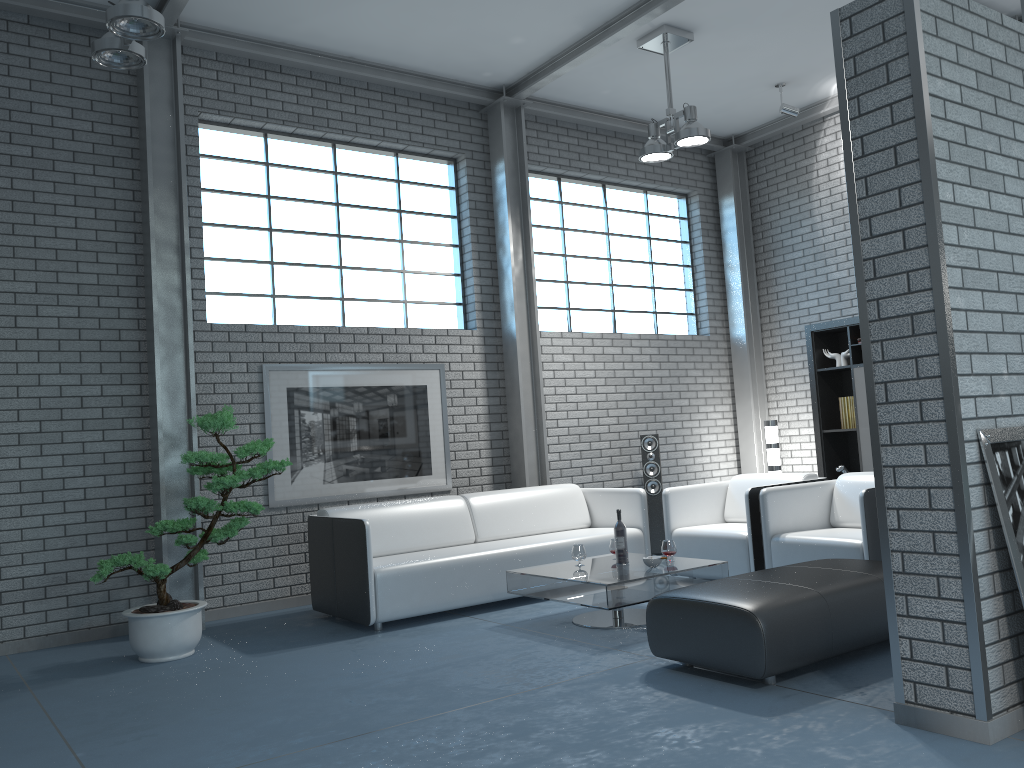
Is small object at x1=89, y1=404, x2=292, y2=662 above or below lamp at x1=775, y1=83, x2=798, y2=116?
below

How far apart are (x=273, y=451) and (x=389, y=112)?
2.9 meters

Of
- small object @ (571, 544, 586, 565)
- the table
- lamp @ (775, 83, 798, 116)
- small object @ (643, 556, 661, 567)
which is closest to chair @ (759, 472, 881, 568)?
the table

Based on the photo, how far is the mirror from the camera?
2.8m

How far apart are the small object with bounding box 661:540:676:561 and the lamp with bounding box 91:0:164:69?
3.78m

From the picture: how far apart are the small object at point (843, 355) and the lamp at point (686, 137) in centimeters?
244cm

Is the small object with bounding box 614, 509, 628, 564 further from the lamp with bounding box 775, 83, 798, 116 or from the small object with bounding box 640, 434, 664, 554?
the lamp with bounding box 775, 83, 798, 116

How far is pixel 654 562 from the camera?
4.9m

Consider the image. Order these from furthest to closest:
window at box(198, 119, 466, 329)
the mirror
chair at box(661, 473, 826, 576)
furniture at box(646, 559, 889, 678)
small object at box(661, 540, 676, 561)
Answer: window at box(198, 119, 466, 329) < chair at box(661, 473, 826, 576) < small object at box(661, 540, 676, 561) < furniture at box(646, 559, 889, 678) < the mirror

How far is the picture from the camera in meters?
6.3
